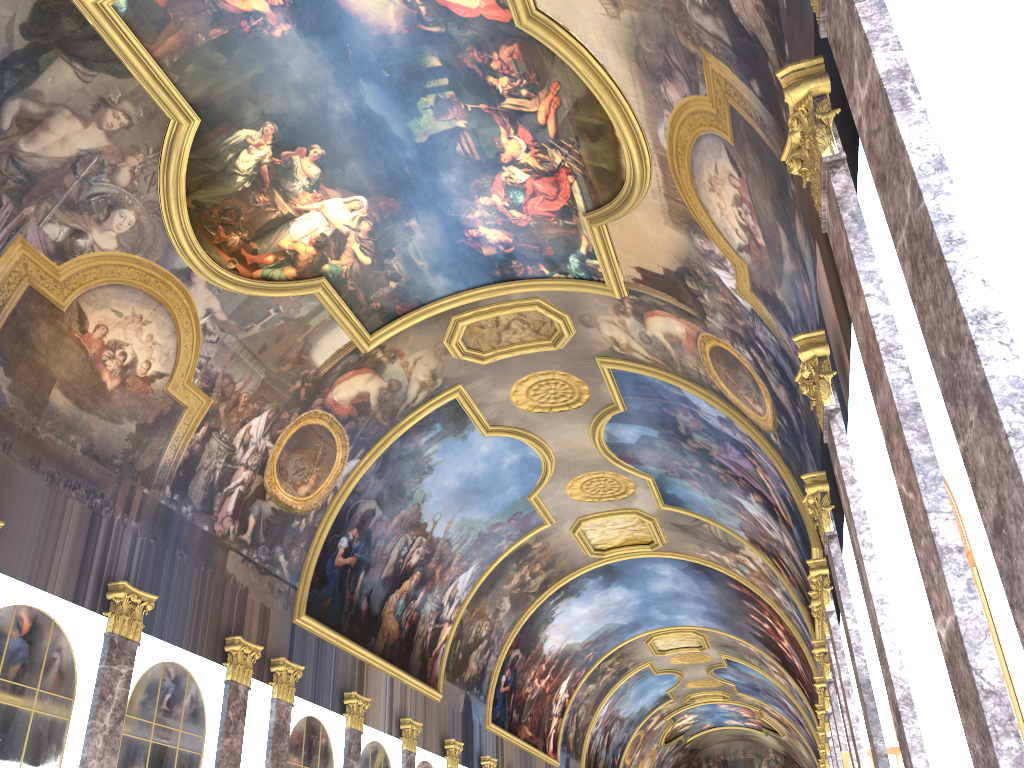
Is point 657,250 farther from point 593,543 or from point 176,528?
point 593,543
